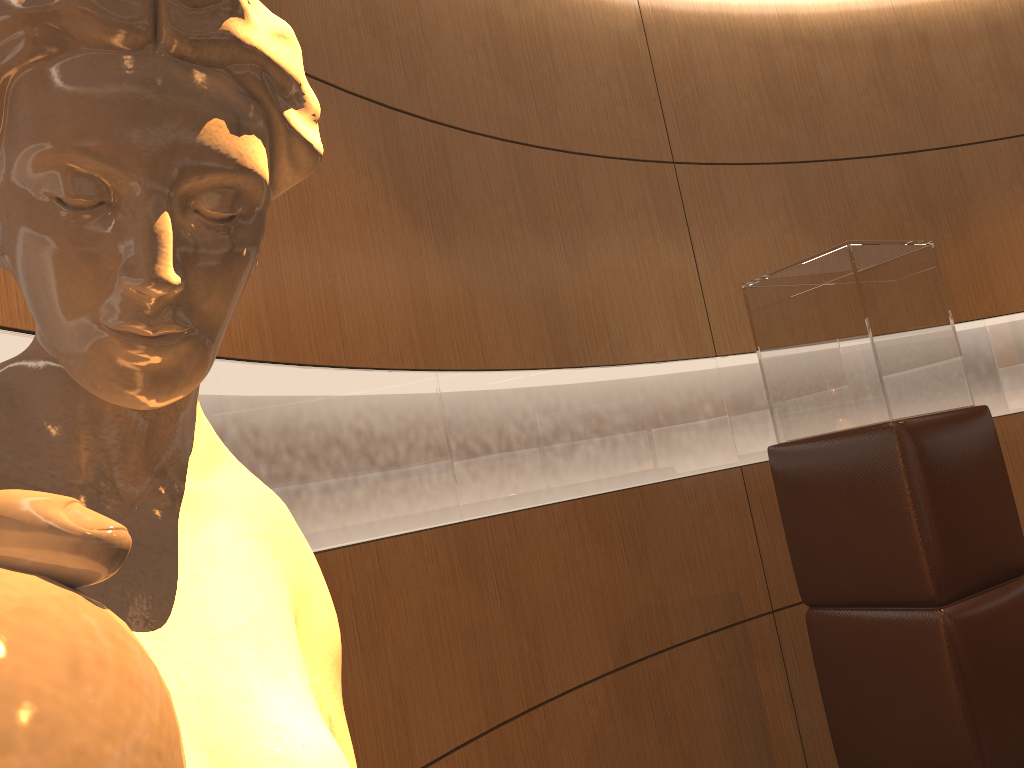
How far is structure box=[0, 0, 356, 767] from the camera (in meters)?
0.14

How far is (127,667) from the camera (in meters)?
0.14

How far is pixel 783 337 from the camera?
2.6 meters

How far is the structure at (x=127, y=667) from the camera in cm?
14
